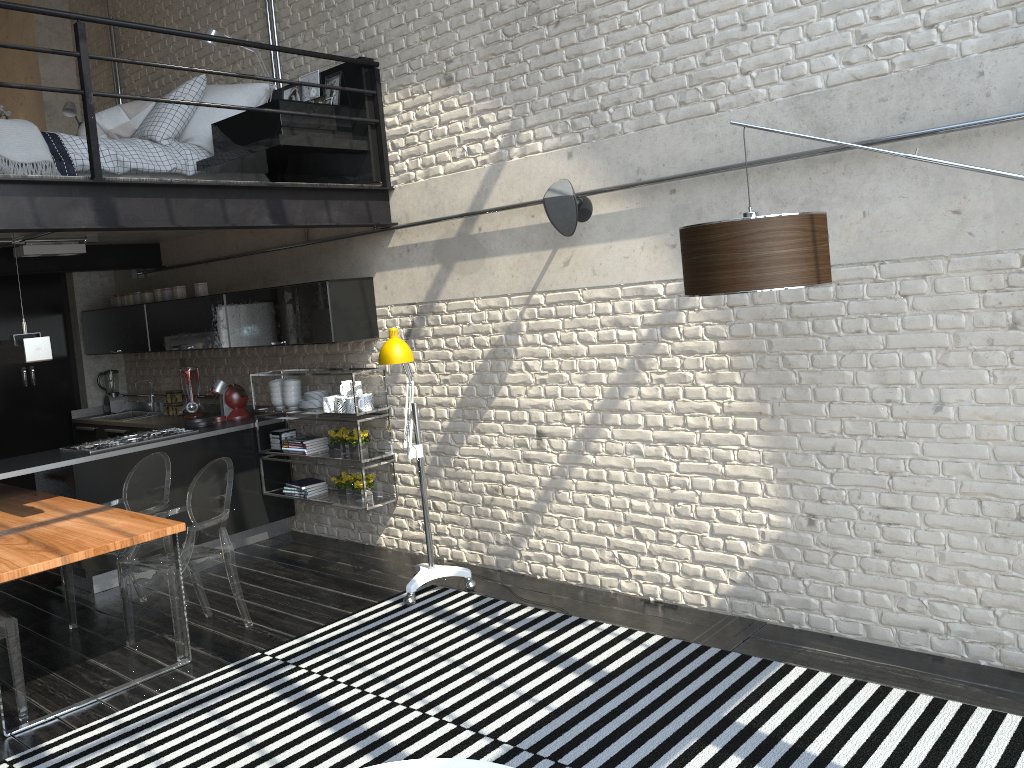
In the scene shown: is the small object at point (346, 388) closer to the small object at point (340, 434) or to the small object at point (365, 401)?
the small object at point (365, 401)

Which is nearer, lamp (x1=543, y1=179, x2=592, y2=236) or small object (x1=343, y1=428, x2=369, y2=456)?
lamp (x1=543, y1=179, x2=592, y2=236)

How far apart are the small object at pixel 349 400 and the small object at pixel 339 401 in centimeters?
9cm

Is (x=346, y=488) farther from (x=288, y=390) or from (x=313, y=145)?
(x=313, y=145)

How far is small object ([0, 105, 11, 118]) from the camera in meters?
8.2 m

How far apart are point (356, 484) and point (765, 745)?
3.5 meters

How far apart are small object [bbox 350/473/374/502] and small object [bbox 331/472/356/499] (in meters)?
0.09

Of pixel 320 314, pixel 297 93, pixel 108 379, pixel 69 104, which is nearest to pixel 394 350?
pixel 320 314

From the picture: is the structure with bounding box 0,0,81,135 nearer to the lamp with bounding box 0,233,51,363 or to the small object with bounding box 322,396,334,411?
the small object with bounding box 322,396,334,411

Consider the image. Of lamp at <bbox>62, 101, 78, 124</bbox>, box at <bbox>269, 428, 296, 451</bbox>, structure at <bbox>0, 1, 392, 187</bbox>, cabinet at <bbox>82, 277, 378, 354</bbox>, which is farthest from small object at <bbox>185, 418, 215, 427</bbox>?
lamp at <bbox>62, 101, 78, 124</bbox>
